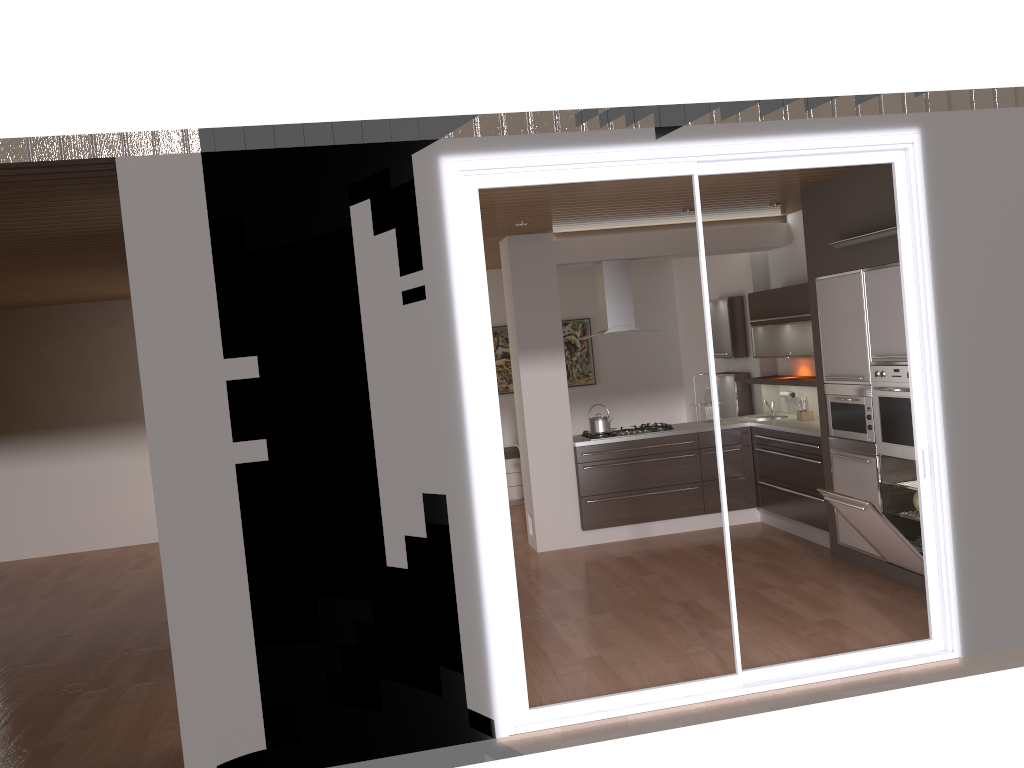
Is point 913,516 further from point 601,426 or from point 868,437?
point 601,426

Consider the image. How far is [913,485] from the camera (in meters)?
5.72

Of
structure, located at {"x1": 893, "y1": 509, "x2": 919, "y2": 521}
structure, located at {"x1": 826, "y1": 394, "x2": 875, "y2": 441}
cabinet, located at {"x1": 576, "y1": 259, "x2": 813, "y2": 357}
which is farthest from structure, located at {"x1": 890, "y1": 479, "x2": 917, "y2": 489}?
cabinet, located at {"x1": 576, "y1": 259, "x2": 813, "y2": 357}

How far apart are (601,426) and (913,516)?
2.7m

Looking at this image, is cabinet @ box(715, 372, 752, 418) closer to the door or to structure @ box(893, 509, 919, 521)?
structure @ box(893, 509, 919, 521)

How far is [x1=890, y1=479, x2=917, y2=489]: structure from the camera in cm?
572

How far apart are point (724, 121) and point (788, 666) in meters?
2.6 m

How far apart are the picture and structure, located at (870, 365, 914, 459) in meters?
5.0 m

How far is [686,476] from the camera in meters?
7.7

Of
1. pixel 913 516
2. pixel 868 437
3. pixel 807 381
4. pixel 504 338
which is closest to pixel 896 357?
pixel 868 437
